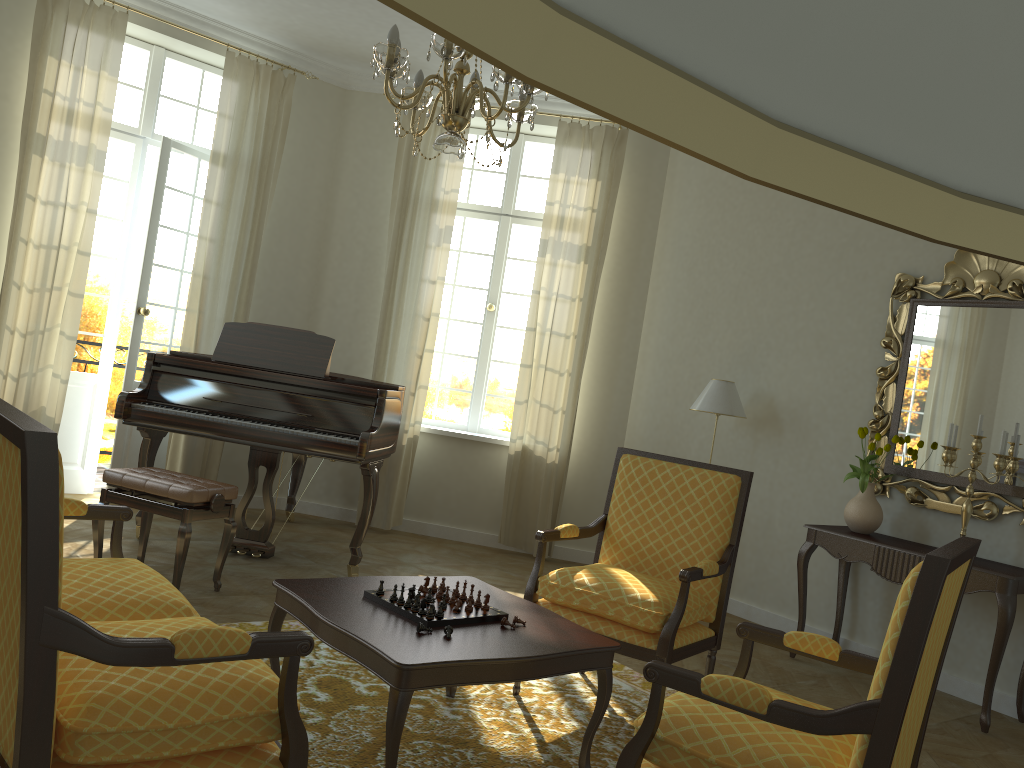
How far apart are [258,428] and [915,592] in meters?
4.0 m

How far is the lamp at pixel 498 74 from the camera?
3.10m

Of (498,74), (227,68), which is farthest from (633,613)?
(227,68)

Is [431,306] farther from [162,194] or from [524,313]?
[162,194]

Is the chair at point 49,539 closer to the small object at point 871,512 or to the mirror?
the small object at point 871,512

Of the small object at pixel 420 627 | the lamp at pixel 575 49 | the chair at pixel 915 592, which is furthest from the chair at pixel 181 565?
the lamp at pixel 575 49

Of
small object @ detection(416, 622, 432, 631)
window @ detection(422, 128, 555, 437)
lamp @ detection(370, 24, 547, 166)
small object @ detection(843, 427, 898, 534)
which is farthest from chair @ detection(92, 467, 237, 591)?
small object @ detection(843, 427, 898, 534)

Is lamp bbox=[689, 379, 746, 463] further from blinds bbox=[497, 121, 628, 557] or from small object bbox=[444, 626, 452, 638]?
small object bbox=[444, 626, 452, 638]

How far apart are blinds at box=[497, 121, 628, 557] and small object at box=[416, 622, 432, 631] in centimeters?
411cm

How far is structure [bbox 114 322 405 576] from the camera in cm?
508
